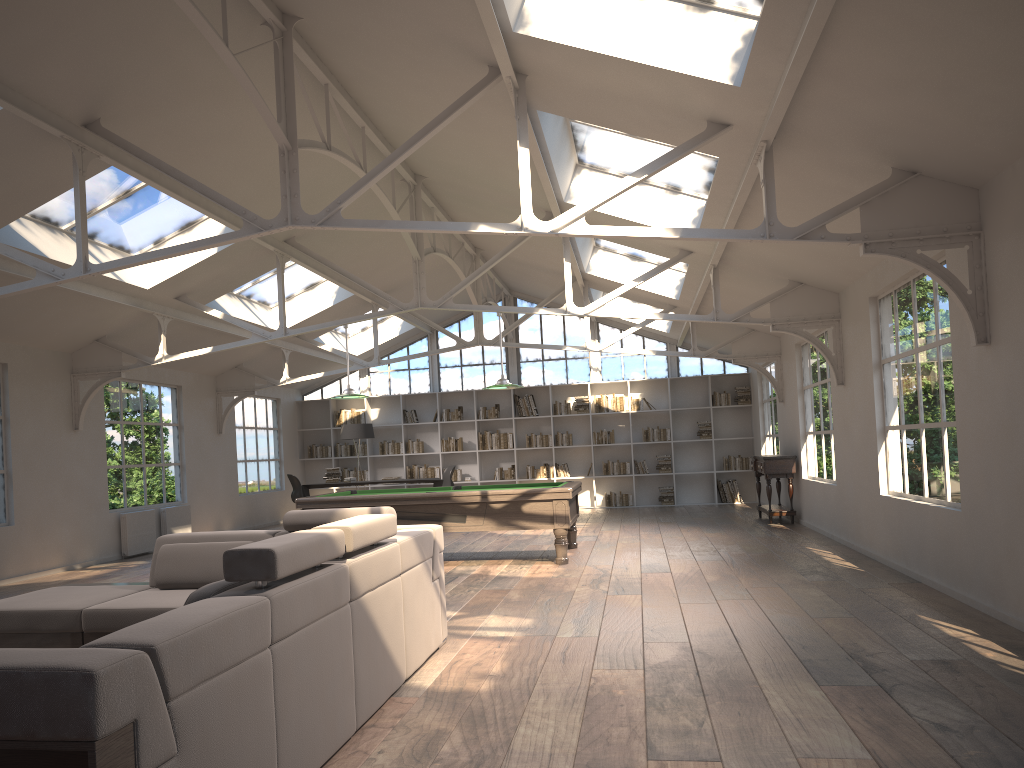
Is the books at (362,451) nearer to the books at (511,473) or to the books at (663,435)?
the books at (511,473)

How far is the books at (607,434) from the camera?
16.4 meters

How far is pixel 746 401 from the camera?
16.08m

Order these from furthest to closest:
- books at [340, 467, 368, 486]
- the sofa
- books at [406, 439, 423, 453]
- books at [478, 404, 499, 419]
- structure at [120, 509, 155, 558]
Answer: books at [340, 467, 368, 486] → books at [406, 439, 423, 453] → books at [478, 404, 499, 419] → structure at [120, 509, 155, 558] → the sofa

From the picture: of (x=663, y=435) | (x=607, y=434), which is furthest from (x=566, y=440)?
(x=663, y=435)

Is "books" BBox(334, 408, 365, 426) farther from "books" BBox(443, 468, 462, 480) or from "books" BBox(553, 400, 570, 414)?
"books" BBox(553, 400, 570, 414)

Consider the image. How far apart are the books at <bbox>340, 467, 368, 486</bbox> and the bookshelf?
0.3m

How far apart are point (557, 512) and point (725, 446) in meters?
8.5 m

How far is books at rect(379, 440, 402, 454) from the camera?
16.9 meters

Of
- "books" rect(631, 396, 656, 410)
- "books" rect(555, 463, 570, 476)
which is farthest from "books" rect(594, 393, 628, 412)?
"books" rect(555, 463, 570, 476)
